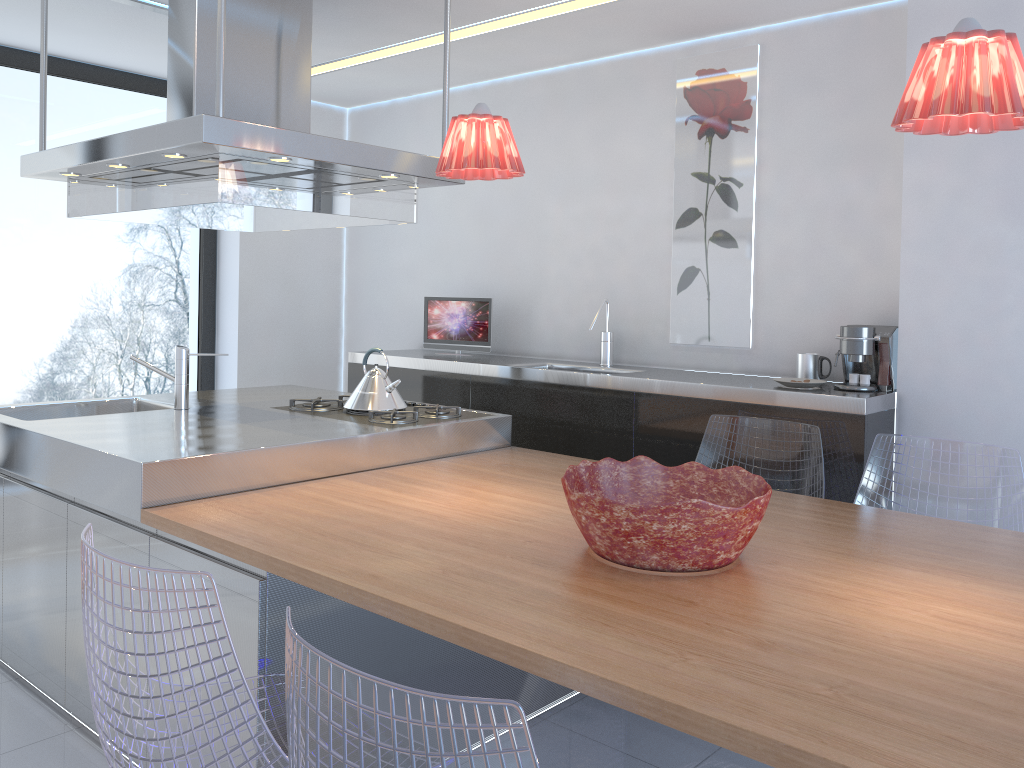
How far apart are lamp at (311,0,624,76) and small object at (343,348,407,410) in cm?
158

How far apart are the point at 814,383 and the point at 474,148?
1.7m

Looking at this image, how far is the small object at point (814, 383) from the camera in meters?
3.3 m

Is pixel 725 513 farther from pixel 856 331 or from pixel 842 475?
pixel 856 331

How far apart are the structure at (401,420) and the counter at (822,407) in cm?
53

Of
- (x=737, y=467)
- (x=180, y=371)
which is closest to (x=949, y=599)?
(x=737, y=467)

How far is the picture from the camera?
3.8m

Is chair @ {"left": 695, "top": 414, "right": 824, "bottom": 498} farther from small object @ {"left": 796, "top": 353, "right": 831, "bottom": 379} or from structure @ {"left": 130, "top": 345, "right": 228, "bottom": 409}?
structure @ {"left": 130, "top": 345, "right": 228, "bottom": 409}

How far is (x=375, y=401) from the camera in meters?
3.4

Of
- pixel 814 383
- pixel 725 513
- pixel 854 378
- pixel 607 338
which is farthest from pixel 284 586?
pixel 607 338
